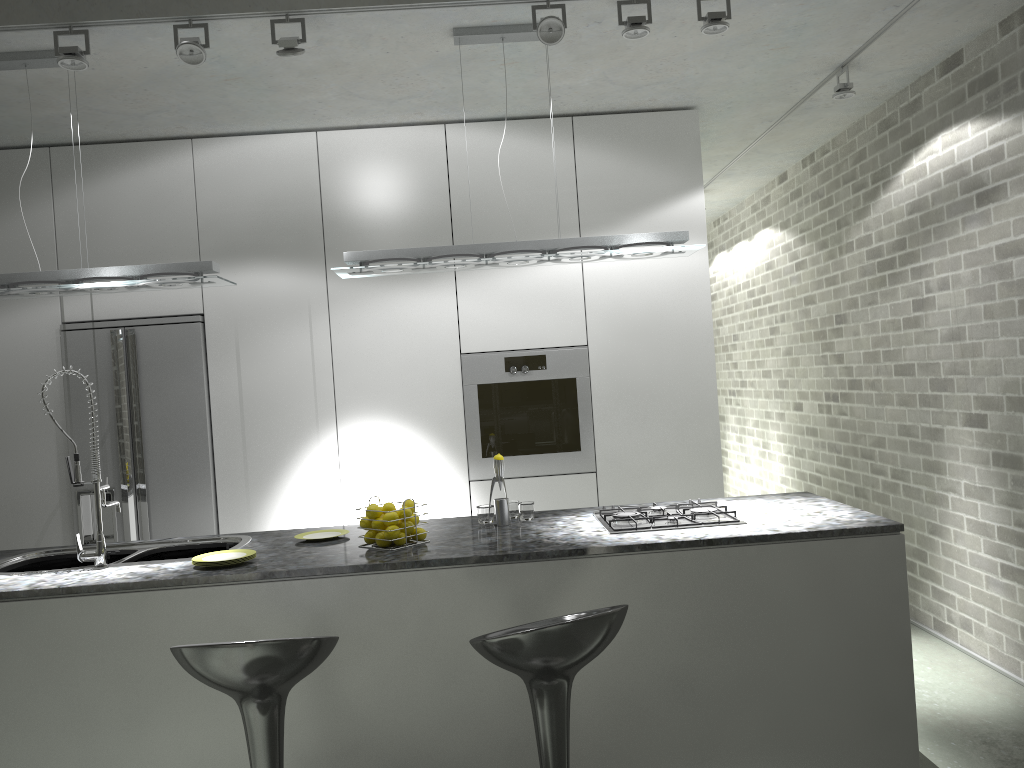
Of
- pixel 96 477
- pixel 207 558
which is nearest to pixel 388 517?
pixel 207 558

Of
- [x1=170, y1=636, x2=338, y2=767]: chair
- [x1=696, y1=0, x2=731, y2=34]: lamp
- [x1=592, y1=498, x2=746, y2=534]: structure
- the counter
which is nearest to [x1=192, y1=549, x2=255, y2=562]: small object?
the counter

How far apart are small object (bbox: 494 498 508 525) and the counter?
0.04m

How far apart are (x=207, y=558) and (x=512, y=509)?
1.2 meters

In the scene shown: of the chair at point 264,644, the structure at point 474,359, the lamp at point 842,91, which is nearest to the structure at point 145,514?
the structure at point 474,359

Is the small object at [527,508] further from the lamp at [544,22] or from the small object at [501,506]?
the lamp at [544,22]

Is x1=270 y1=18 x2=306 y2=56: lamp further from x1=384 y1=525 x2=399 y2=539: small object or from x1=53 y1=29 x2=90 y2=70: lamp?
x1=384 y1=525 x2=399 y2=539: small object

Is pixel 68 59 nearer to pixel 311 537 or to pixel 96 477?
pixel 96 477

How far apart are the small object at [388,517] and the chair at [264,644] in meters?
0.8 m

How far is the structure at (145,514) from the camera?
4.7m
